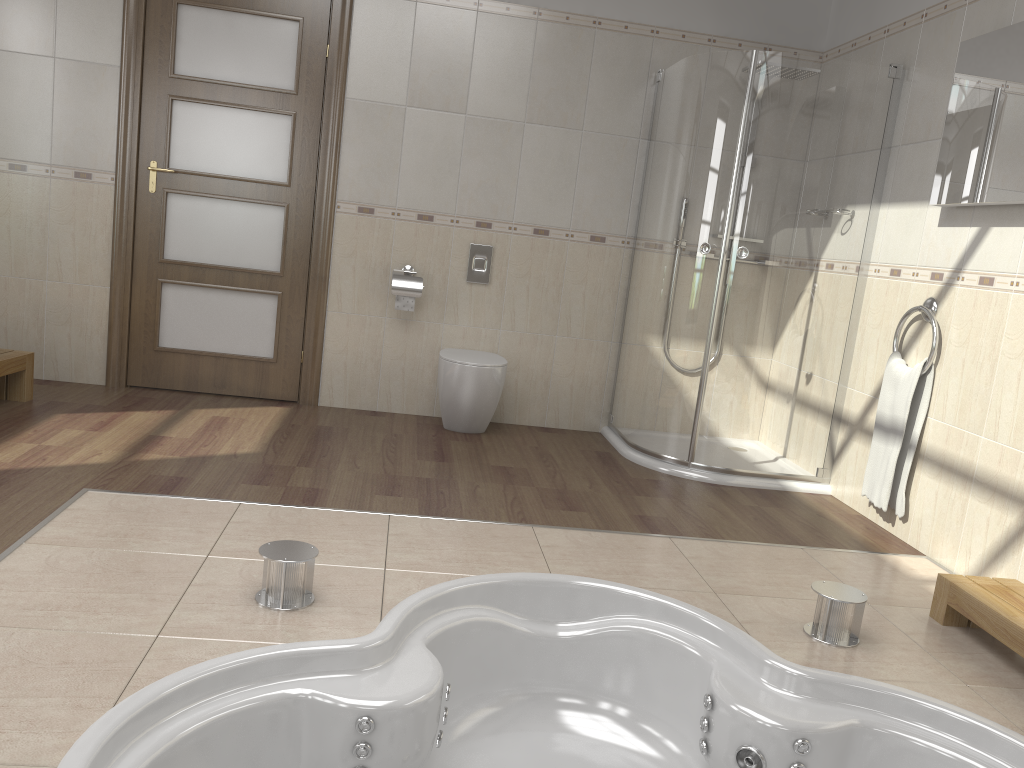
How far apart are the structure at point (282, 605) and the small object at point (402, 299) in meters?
2.3 m

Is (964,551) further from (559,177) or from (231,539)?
(559,177)

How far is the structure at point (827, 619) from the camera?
2.42m

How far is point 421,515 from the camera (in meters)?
3.08

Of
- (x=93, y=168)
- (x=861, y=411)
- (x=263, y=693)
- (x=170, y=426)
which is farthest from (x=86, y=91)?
(x=861, y=411)

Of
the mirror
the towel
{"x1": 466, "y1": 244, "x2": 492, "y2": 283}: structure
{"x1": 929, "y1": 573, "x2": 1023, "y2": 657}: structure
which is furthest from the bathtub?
{"x1": 466, "y1": 244, "x2": 492, "y2": 283}: structure

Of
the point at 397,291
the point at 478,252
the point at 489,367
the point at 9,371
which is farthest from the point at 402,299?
the point at 9,371

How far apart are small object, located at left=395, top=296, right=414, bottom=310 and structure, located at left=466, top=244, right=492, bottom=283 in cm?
35

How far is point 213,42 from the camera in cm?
434

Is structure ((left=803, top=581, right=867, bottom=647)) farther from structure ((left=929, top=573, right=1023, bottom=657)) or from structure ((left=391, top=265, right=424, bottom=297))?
structure ((left=391, top=265, right=424, bottom=297))
